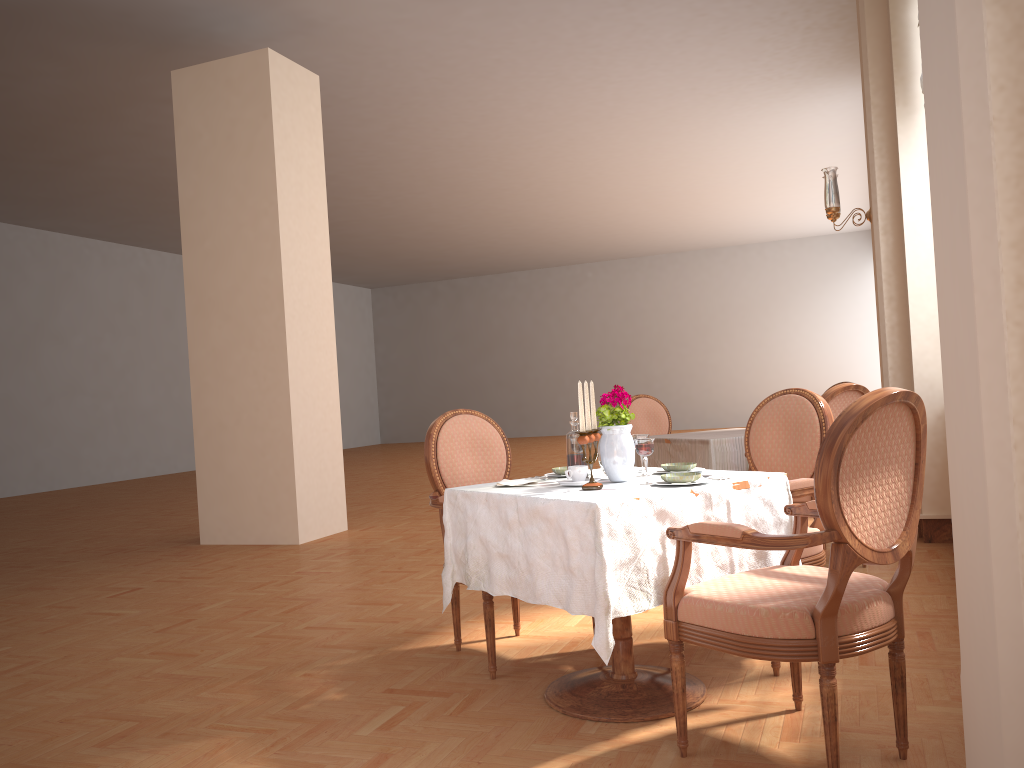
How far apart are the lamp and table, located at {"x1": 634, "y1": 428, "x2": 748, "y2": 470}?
1.5m

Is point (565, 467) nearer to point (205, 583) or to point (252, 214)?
point (205, 583)

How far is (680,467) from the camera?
2.9m

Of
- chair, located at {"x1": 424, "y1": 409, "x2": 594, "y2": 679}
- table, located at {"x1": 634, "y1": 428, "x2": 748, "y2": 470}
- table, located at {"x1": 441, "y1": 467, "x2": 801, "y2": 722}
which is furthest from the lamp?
table, located at {"x1": 441, "y1": 467, "x2": 801, "y2": 722}

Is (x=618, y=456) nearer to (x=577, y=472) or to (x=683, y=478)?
(x=577, y=472)

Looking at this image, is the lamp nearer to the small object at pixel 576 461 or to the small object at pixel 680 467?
the small object at pixel 680 467

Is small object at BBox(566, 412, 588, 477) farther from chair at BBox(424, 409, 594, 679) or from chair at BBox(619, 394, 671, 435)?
chair at BBox(619, 394, 671, 435)

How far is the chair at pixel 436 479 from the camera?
3.4m

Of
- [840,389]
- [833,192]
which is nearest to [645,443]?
[840,389]

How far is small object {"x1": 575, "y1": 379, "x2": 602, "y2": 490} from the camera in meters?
2.5
